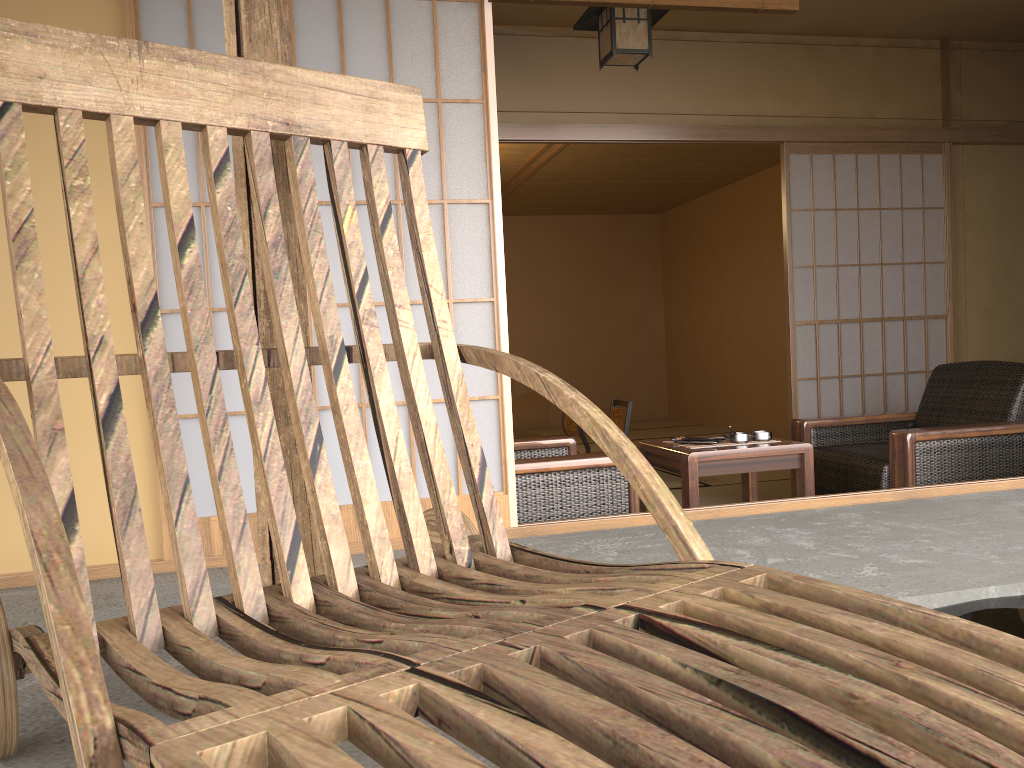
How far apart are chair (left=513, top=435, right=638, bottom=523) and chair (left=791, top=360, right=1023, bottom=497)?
1.1m

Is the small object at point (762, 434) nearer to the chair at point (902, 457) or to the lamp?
the chair at point (902, 457)

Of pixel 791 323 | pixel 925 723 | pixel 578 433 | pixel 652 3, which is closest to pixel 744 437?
pixel 791 323

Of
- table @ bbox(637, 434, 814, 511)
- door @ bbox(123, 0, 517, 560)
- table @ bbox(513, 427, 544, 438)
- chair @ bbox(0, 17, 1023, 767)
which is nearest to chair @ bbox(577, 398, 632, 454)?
table @ bbox(513, 427, 544, 438)

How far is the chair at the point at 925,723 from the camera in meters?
0.6 m

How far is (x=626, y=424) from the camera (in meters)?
6.06

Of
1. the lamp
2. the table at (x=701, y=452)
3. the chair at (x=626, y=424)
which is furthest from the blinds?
the chair at (x=626, y=424)

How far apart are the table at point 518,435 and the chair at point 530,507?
2.02m

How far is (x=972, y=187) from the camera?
4.9 meters

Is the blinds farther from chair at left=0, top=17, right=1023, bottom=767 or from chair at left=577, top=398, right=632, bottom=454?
chair at left=577, top=398, right=632, bottom=454
